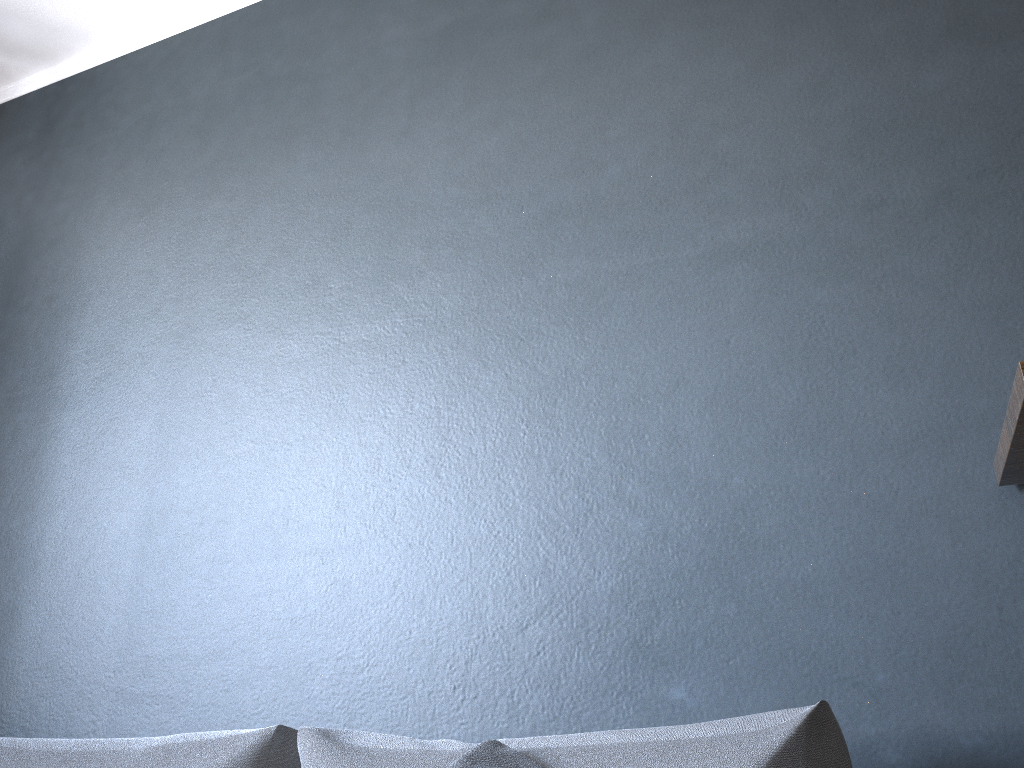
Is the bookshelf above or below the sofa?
above

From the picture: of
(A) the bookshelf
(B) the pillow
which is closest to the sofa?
(B) the pillow

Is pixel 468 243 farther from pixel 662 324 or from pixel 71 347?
pixel 71 347

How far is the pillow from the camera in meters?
1.3 m

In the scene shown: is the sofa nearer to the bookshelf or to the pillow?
the pillow

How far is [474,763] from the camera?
1.3 meters

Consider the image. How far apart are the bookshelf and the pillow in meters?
0.8

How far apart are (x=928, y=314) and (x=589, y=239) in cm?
72

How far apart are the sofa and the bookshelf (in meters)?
0.46

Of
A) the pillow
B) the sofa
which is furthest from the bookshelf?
the pillow
